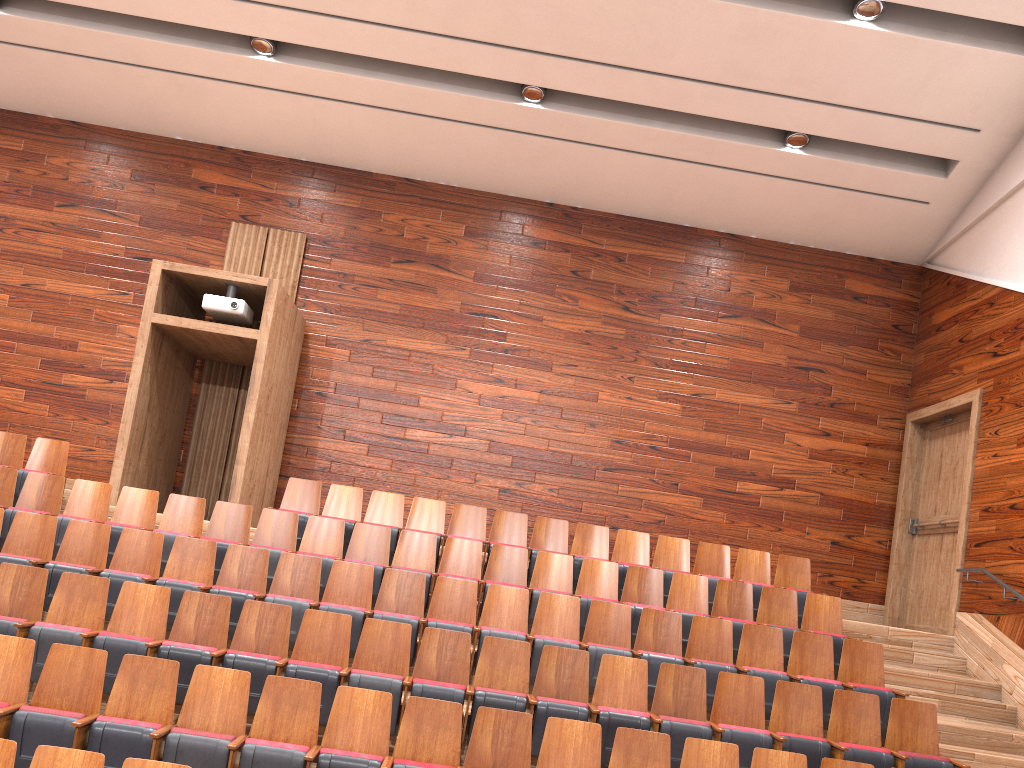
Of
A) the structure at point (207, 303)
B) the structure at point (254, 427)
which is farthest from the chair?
the structure at point (207, 303)

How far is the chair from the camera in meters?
0.4 m

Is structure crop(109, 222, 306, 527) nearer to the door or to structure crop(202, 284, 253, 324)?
structure crop(202, 284, 253, 324)

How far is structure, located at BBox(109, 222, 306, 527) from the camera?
0.8 meters

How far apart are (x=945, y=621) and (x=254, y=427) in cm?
68

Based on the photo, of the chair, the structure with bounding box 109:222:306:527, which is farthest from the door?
the structure with bounding box 109:222:306:527

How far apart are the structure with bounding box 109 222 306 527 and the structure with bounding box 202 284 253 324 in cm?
1

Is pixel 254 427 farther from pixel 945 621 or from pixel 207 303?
pixel 945 621

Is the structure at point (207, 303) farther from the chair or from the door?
the door

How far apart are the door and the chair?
0.1 meters
